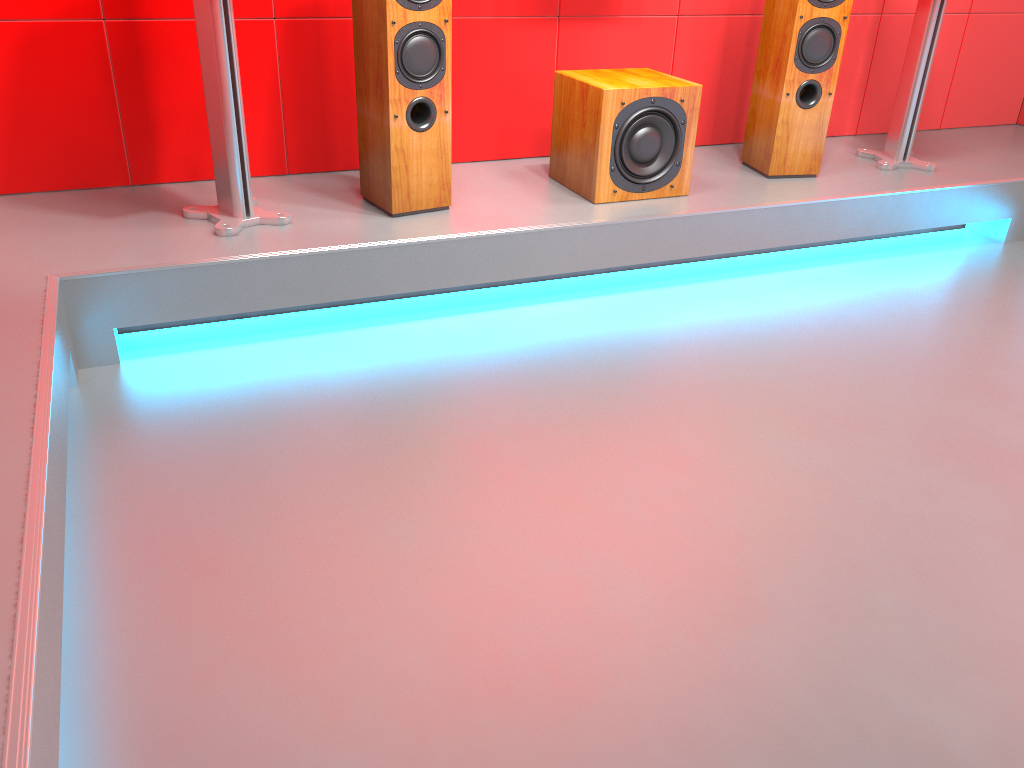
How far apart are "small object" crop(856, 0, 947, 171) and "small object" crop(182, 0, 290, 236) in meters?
2.3 m

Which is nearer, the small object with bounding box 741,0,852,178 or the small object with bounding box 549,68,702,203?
the small object with bounding box 549,68,702,203

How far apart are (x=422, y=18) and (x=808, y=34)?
1.4 meters

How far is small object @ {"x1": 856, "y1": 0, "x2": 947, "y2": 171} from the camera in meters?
3.2

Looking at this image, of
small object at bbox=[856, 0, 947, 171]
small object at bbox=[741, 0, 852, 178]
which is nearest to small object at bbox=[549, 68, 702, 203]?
small object at bbox=[741, 0, 852, 178]

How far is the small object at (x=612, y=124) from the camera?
2.76m

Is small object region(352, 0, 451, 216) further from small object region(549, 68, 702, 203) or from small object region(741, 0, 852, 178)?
small object region(741, 0, 852, 178)

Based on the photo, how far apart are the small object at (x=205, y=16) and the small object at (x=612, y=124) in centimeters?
96cm

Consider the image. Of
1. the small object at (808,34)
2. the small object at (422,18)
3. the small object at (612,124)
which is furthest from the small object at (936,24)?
the small object at (422,18)

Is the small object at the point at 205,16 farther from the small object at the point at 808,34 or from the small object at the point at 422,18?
the small object at the point at 808,34
